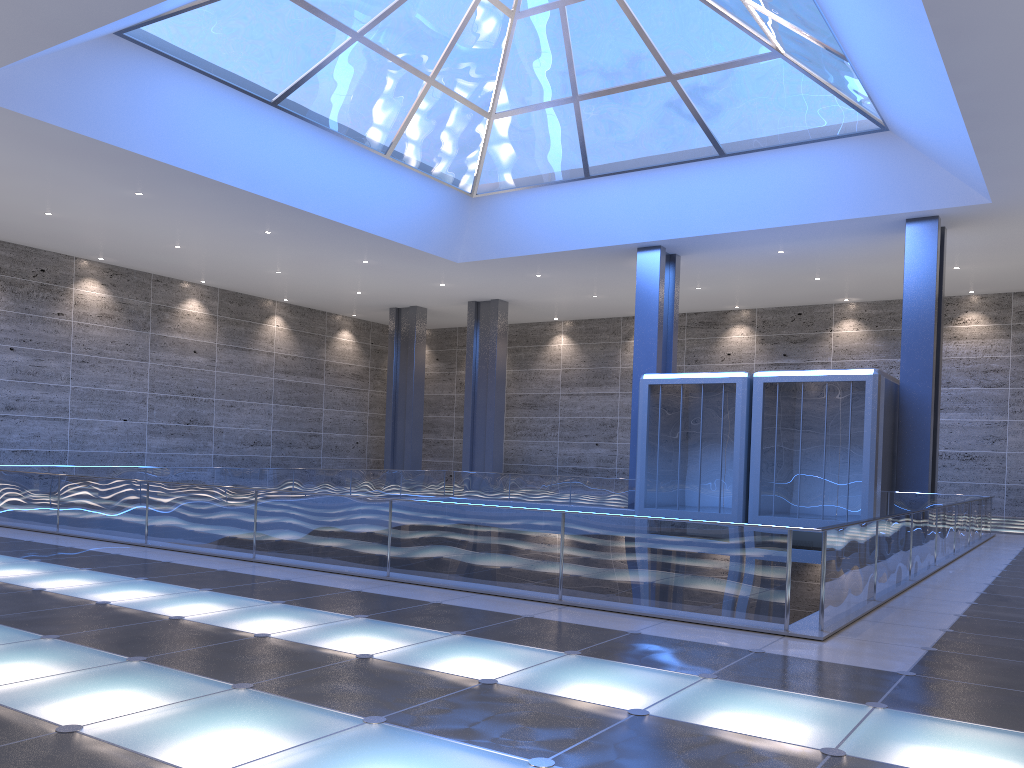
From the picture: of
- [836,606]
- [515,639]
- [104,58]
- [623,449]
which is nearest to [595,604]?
[515,639]

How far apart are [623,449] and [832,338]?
11.6m
